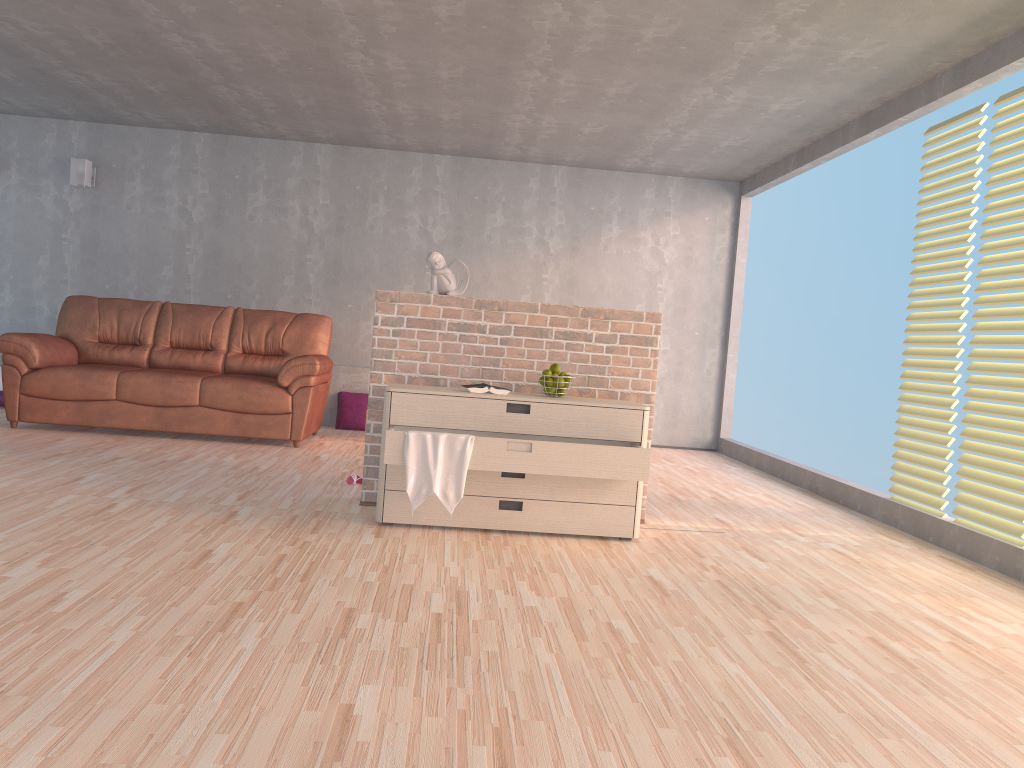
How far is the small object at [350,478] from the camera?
4.87m

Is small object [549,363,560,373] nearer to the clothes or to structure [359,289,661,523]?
structure [359,289,661,523]

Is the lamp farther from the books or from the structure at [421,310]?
the books

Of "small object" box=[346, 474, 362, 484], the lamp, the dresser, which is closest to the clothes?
the dresser

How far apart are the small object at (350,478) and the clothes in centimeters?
126cm

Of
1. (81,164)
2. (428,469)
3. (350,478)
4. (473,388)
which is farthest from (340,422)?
(428,469)

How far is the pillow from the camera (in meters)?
7.57

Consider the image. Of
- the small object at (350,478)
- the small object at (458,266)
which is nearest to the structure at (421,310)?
the small object at (458,266)

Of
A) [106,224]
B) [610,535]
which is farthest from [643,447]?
[106,224]

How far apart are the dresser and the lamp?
4.99m
